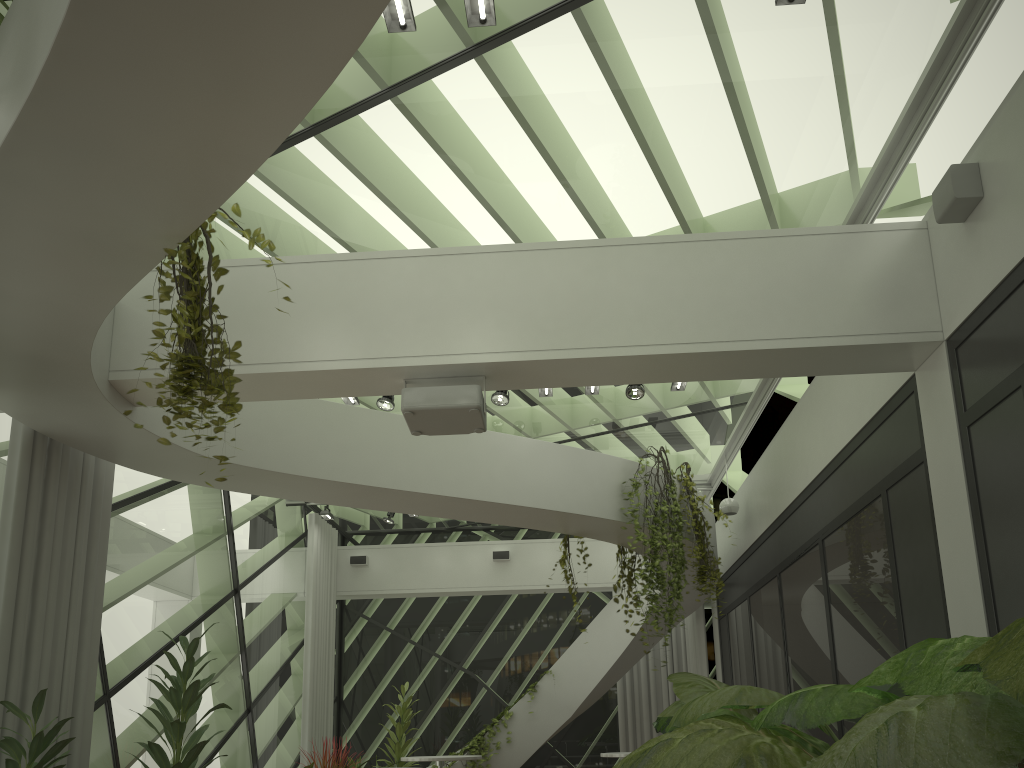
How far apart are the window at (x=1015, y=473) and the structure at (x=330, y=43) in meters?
3.1

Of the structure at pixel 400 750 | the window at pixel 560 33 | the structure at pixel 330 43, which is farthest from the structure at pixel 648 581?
the structure at pixel 400 750

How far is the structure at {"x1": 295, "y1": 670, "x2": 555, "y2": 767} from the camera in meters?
10.5 m

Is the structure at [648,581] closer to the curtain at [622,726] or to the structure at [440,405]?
the structure at [440,405]

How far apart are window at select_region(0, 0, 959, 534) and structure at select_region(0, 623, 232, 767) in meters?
2.6 m

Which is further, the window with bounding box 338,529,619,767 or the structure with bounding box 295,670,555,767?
the window with bounding box 338,529,619,767

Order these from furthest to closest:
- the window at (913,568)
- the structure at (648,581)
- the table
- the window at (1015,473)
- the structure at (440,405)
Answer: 1. the table
2. the structure at (648,581)
3. the window at (913,568)
4. the structure at (440,405)
5. the window at (1015,473)

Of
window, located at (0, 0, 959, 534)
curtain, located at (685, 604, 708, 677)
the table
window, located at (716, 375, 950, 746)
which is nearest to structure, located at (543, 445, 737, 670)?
window, located at (716, 375, 950, 746)

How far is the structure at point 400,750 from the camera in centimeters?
1049cm

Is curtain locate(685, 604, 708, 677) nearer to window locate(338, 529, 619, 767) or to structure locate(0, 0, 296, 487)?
window locate(338, 529, 619, 767)
